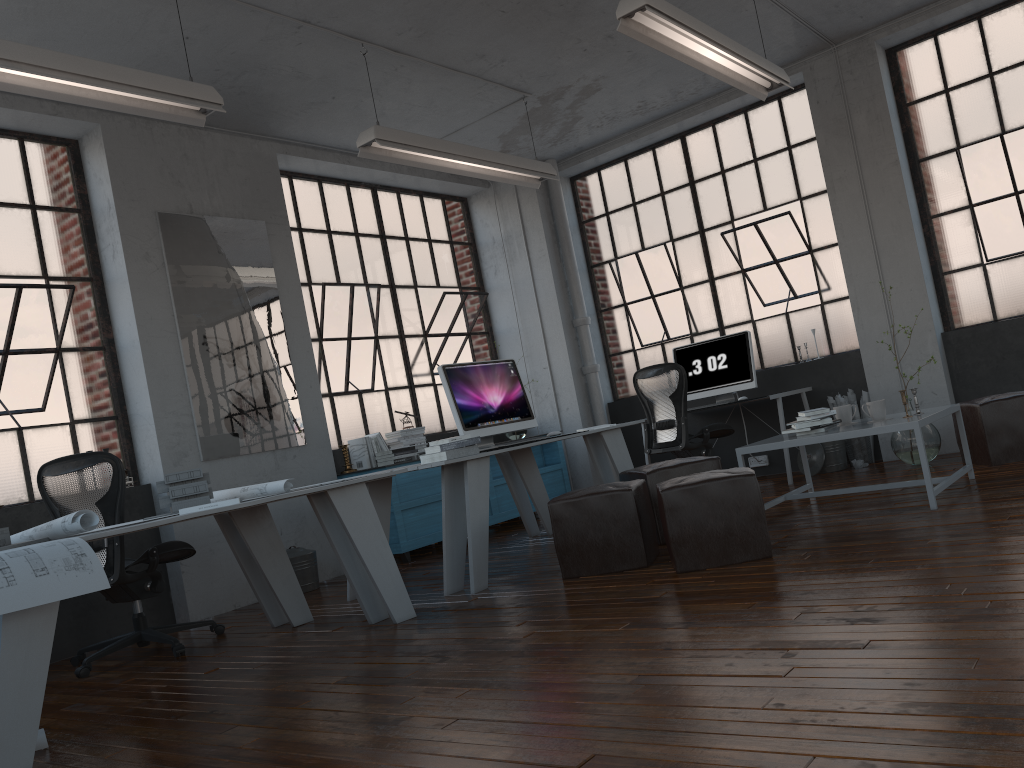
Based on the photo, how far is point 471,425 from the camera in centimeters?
530cm

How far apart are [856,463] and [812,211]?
2.2 meters

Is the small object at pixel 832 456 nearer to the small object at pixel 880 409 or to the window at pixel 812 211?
the window at pixel 812 211

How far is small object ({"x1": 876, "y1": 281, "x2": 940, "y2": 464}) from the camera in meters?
6.1

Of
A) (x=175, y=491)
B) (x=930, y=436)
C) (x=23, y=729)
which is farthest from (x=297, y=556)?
(x=930, y=436)

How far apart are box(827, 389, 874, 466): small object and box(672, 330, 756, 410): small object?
0.64m

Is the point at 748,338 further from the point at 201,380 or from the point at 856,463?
the point at 201,380

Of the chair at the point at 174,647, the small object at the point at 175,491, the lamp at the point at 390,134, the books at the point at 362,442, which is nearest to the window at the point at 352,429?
the books at the point at 362,442

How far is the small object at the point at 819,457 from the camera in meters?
6.9 m

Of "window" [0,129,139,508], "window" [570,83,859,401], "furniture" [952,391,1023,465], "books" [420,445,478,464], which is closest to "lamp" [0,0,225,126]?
"window" [0,129,139,508]
